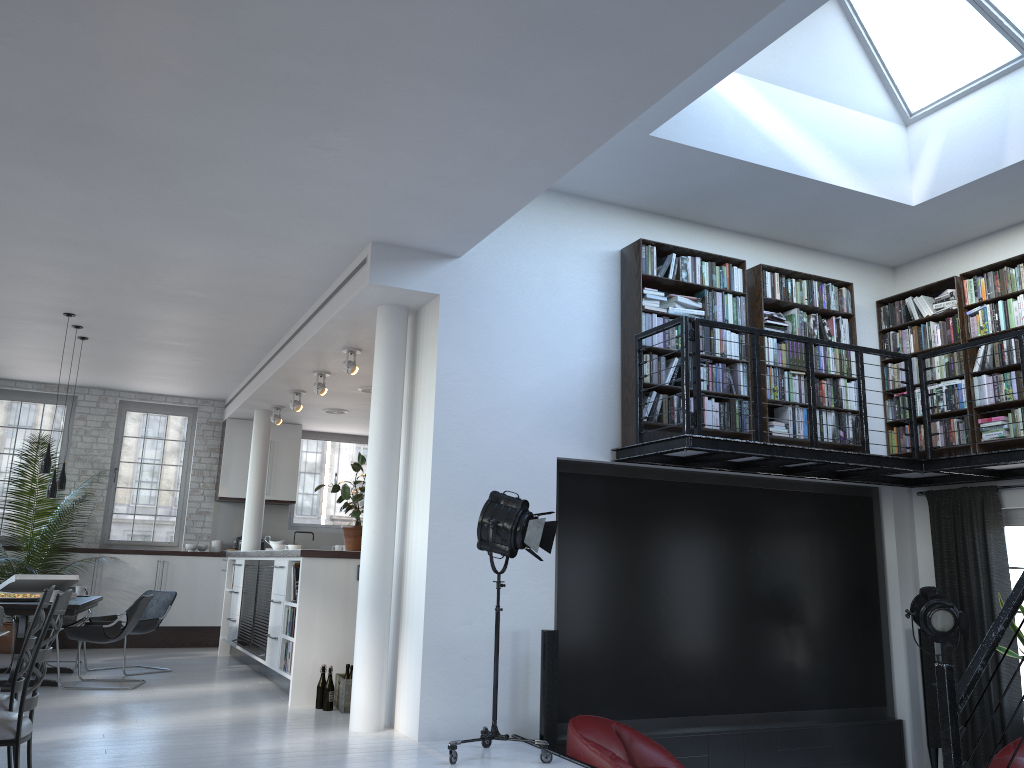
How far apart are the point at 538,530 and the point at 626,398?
1.8 meters

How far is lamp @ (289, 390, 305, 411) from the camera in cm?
1009

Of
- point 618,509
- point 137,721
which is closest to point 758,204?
point 618,509

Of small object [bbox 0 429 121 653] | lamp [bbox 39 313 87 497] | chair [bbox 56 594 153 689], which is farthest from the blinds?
small object [bbox 0 429 121 653]

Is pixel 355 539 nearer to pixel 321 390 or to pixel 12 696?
pixel 321 390

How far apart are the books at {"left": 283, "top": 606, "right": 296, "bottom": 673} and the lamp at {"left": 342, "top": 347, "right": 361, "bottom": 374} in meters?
2.1

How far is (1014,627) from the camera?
6.8m

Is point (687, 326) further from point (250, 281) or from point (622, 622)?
point (250, 281)

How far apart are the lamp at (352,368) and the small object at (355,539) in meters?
0.8 m

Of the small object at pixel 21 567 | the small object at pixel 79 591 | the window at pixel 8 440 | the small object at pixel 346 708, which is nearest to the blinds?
the small object at pixel 346 708
